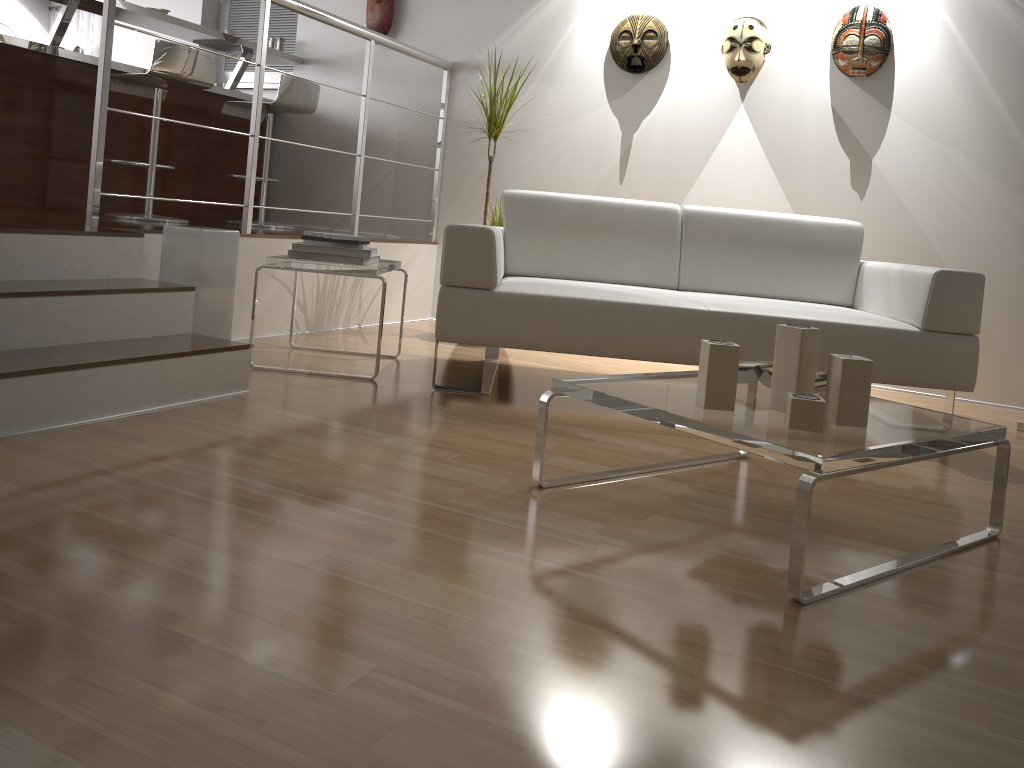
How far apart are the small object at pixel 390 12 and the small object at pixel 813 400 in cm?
403

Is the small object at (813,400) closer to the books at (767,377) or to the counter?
the books at (767,377)

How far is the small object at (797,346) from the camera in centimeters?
185cm

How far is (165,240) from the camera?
3.1 meters

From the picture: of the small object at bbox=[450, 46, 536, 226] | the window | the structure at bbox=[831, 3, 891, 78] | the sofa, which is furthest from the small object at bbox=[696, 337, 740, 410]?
the window

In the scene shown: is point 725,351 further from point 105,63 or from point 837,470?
point 105,63

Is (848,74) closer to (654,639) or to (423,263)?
(423,263)

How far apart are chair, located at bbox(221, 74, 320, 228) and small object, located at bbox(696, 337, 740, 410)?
3.5 meters

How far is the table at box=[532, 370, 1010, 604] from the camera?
1.55m

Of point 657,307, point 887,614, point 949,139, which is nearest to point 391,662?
point 887,614
